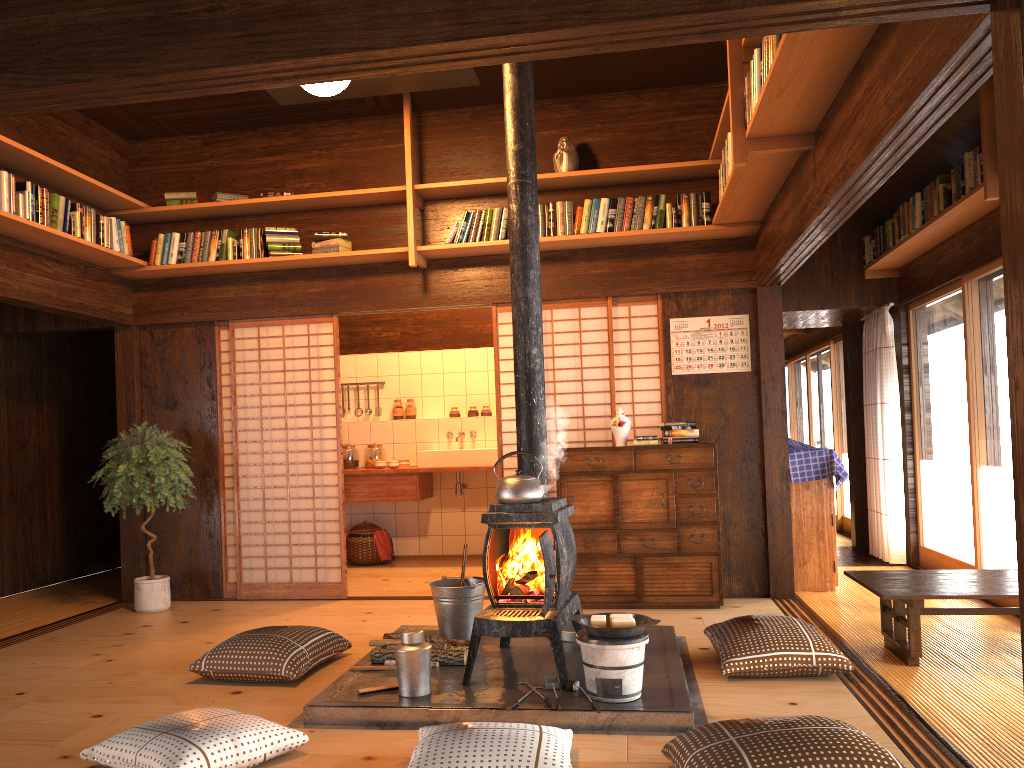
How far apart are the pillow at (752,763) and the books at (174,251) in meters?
4.8 m

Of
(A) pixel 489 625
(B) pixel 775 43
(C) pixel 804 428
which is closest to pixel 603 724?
(A) pixel 489 625

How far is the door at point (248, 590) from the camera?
6.28m

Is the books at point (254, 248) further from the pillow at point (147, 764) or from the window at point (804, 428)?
the window at point (804, 428)

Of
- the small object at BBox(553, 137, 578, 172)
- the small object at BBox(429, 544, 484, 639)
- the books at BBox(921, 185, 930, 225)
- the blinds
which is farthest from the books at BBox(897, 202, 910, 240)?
the small object at BBox(429, 544, 484, 639)

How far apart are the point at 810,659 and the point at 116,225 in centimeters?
→ 490cm

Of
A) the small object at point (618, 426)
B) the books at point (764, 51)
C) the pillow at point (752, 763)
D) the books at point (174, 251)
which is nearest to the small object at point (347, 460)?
the books at point (174, 251)

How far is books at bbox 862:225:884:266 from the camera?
6.63m

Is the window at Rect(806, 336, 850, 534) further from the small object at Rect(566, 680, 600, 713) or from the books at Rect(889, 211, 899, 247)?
the small object at Rect(566, 680, 600, 713)

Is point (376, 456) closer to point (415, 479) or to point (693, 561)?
point (415, 479)
